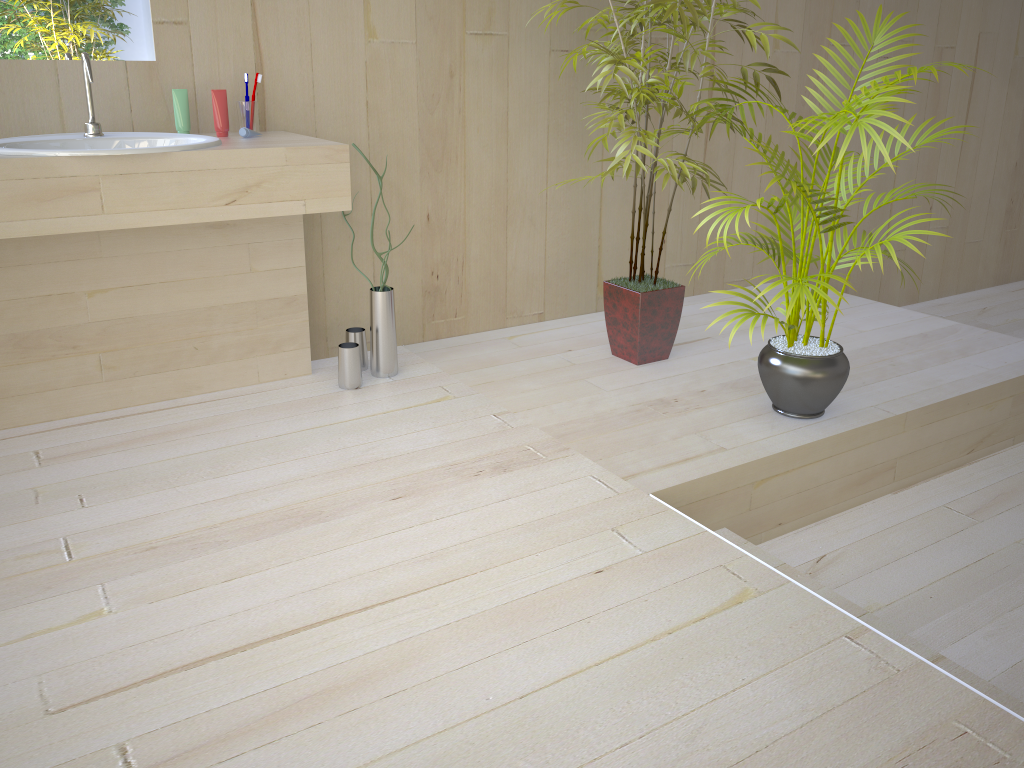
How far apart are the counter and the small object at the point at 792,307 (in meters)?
1.08

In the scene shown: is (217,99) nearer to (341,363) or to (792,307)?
(341,363)

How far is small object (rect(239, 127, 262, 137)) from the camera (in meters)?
2.47

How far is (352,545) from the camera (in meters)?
1.91

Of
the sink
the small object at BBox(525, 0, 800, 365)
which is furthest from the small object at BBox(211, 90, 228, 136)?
the small object at BBox(525, 0, 800, 365)

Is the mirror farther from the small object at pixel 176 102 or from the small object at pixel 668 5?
the small object at pixel 668 5

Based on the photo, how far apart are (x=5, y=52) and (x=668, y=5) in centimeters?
186cm

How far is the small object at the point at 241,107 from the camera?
2.56m

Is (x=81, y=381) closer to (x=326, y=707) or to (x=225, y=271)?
(x=225, y=271)

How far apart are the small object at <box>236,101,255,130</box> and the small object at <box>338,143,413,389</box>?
0.6 meters
